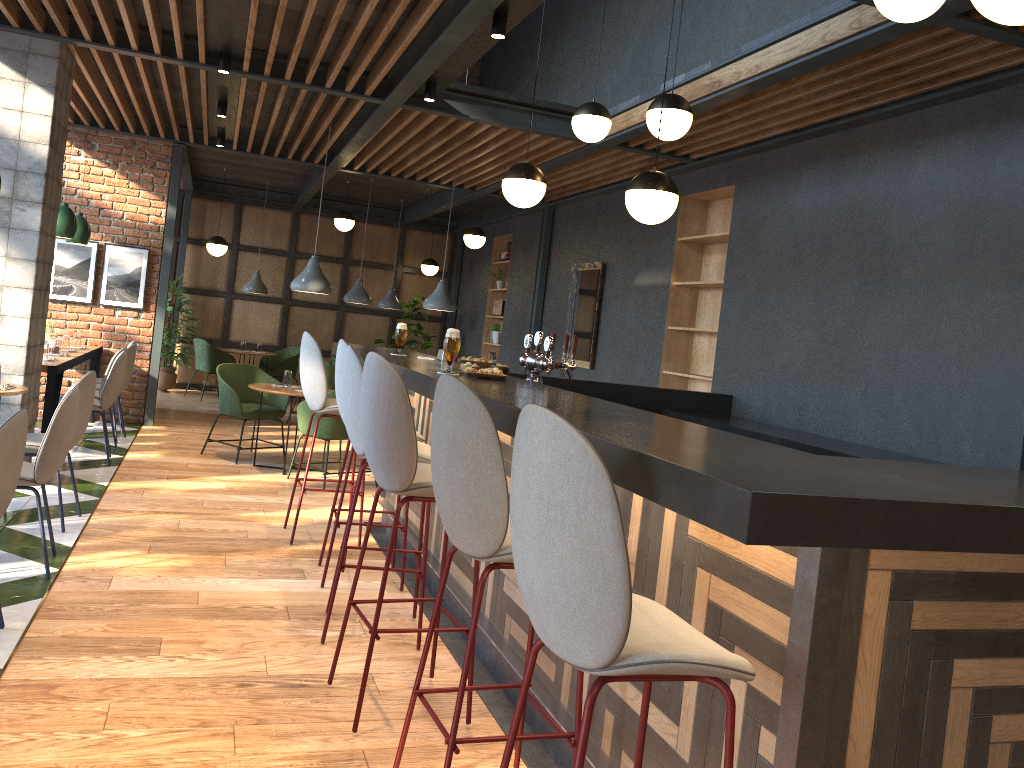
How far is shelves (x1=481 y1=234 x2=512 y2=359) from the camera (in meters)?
12.62

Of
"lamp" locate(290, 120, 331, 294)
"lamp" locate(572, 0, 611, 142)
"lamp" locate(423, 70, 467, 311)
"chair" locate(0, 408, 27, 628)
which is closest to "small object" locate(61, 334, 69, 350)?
"lamp" locate(290, 120, 331, 294)

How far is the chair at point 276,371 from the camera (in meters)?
12.61

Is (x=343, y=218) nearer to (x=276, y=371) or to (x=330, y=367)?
(x=330, y=367)

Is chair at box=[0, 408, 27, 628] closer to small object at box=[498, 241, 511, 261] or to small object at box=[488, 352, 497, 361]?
Result: small object at box=[498, 241, 511, 261]

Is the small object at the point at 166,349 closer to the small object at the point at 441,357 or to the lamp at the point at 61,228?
the lamp at the point at 61,228

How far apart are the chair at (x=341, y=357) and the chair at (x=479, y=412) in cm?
198

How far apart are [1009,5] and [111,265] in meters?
8.6

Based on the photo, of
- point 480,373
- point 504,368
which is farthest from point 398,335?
point 480,373

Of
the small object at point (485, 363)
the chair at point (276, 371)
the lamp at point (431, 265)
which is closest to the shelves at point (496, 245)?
the lamp at point (431, 265)
